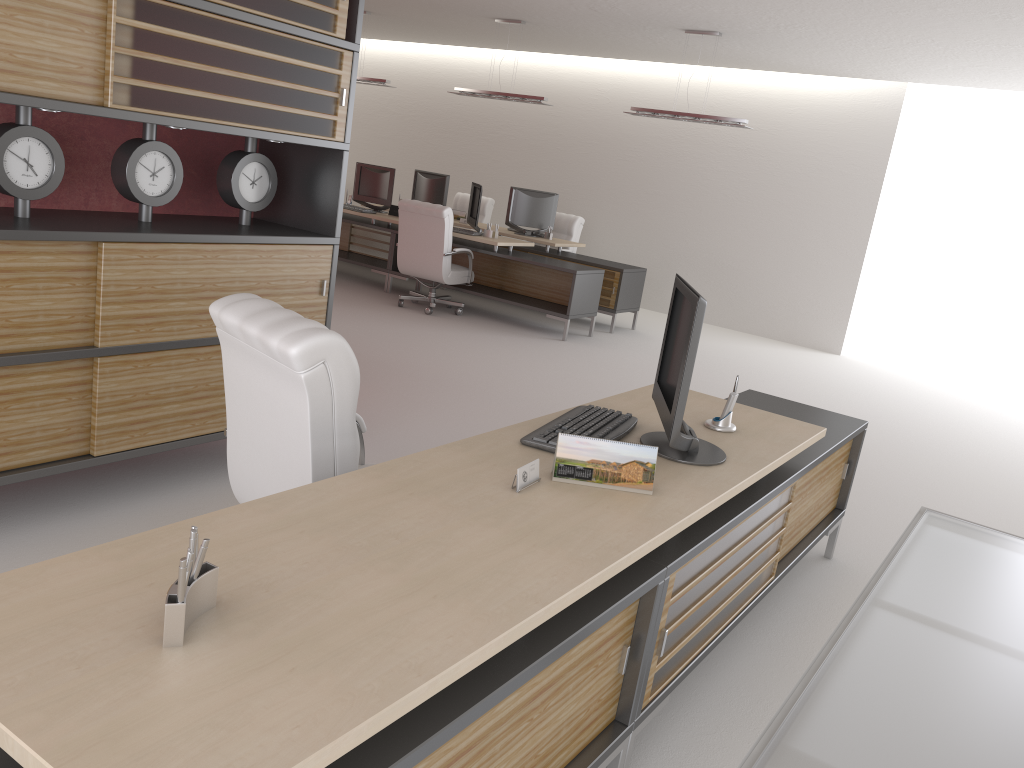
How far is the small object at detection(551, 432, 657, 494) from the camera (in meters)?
3.50

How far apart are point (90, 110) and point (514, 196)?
11.0m

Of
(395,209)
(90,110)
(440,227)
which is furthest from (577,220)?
(90,110)

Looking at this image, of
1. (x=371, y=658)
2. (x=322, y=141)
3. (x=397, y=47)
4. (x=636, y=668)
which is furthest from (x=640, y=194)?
(x=371, y=658)

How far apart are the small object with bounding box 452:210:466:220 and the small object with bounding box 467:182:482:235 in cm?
184

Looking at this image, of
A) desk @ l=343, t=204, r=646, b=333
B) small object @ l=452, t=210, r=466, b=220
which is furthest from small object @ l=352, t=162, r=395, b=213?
desk @ l=343, t=204, r=646, b=333

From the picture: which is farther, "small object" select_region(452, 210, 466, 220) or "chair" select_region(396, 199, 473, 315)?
"small object" select_region(452, 210, 466, 220)

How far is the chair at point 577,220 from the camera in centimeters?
1603cm

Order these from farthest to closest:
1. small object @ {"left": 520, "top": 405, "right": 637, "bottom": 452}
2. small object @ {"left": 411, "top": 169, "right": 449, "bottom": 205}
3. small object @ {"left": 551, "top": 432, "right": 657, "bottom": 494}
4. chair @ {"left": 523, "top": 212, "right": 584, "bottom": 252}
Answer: small object @ {"left": 411, "top": 169, "right": 449, "bottom": 205} → chair @ {"left": 523, "top": 212, "right": 584, "bottom": 252} → small object @ {"left": 520, "top": 405, "right": 637, "bottom": 452} → small object @ {"left": 551, "top": 432, "right": 657, "bottom": 494}

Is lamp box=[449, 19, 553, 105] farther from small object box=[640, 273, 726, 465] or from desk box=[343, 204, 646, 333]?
small object box=[640, 273, 726, 465]
